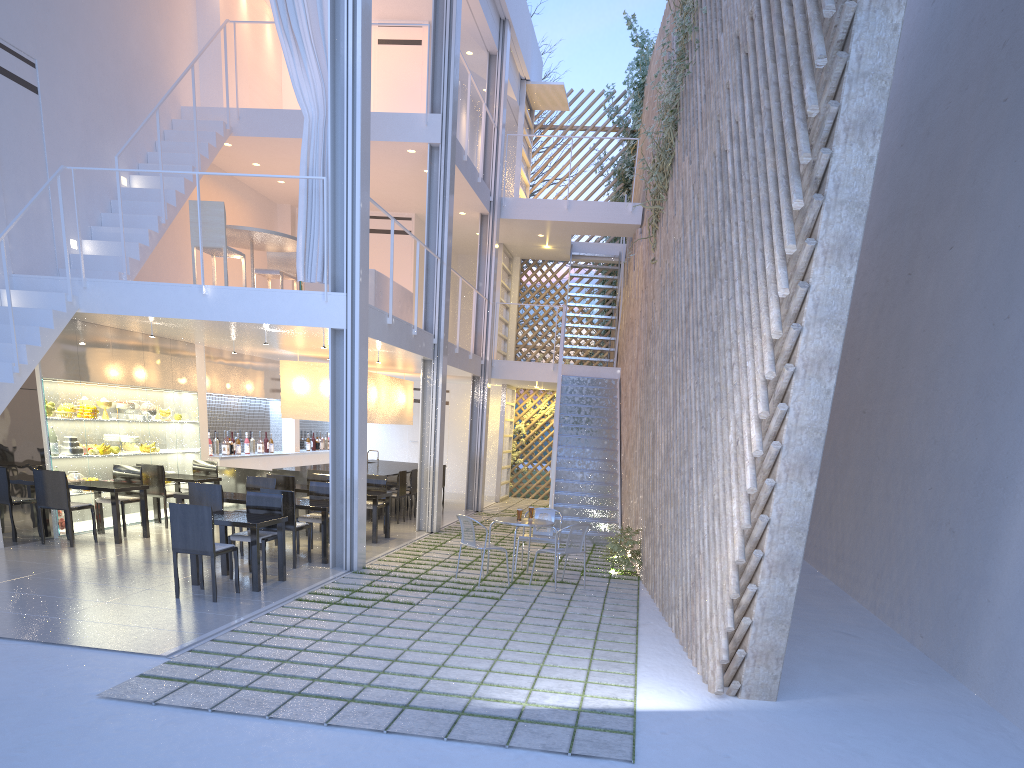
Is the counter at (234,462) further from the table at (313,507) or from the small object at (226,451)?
the table at (313,507)

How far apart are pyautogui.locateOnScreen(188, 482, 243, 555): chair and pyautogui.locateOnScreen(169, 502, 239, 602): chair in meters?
0.8

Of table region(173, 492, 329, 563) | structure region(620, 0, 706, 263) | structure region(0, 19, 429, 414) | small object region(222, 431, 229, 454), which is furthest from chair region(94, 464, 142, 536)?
structure region(620, 0, 706, 263)

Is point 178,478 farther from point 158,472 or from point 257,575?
point 257,575

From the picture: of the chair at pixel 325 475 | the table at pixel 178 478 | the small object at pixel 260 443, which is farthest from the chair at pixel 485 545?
the small object at pixel 260 443

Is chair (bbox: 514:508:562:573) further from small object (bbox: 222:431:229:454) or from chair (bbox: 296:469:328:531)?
small object (bbox: 222:431:229:454)

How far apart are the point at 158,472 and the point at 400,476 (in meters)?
1.92

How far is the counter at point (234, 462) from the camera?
7.0 meters

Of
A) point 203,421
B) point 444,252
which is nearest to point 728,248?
point 444,252

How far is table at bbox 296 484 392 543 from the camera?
5.6m
